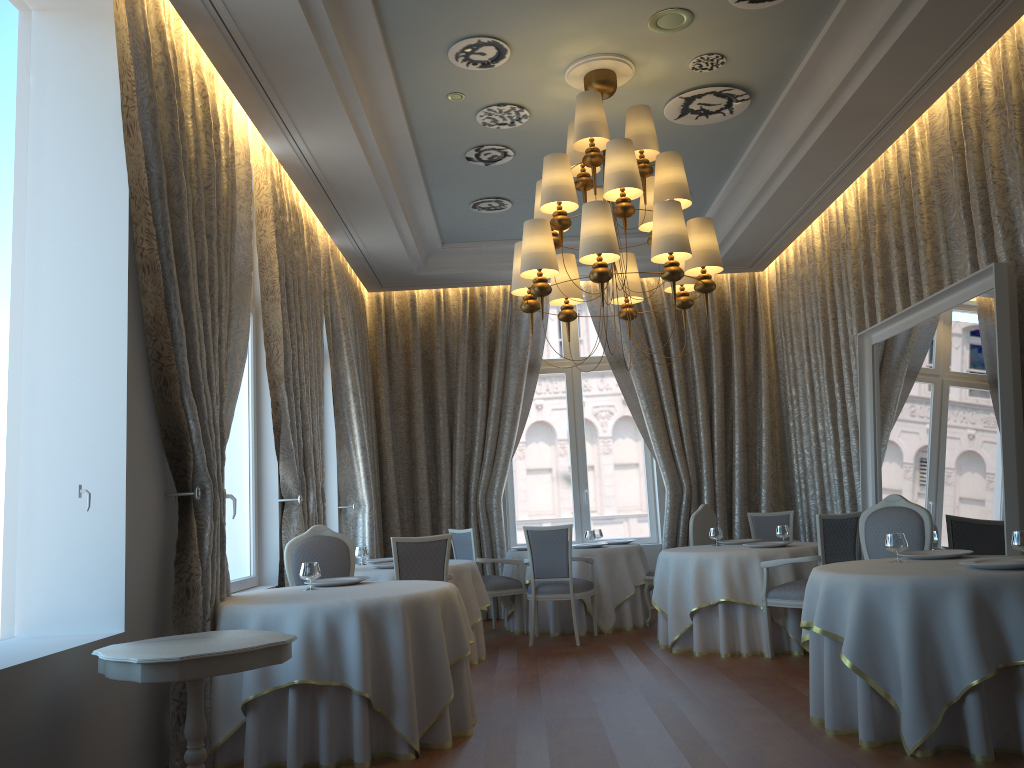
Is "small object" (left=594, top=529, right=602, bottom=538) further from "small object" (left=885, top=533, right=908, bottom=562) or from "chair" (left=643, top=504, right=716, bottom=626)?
"small object" (left=885, top=533, right=908, bottom=562)

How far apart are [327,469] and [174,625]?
4.98m

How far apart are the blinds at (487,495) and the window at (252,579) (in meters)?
3.57

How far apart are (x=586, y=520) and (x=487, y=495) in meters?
1.4 m

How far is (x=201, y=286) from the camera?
5.17m

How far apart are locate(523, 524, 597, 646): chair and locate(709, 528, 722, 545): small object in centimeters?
120cm

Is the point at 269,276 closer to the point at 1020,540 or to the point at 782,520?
the point at 1020,540

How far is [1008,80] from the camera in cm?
575

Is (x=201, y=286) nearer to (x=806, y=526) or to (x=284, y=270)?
(x=284, y=270)

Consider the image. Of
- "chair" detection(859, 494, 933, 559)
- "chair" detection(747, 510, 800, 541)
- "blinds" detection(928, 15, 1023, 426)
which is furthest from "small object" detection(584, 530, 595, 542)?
"blinds" detection(928, 15, 1023, 426)
